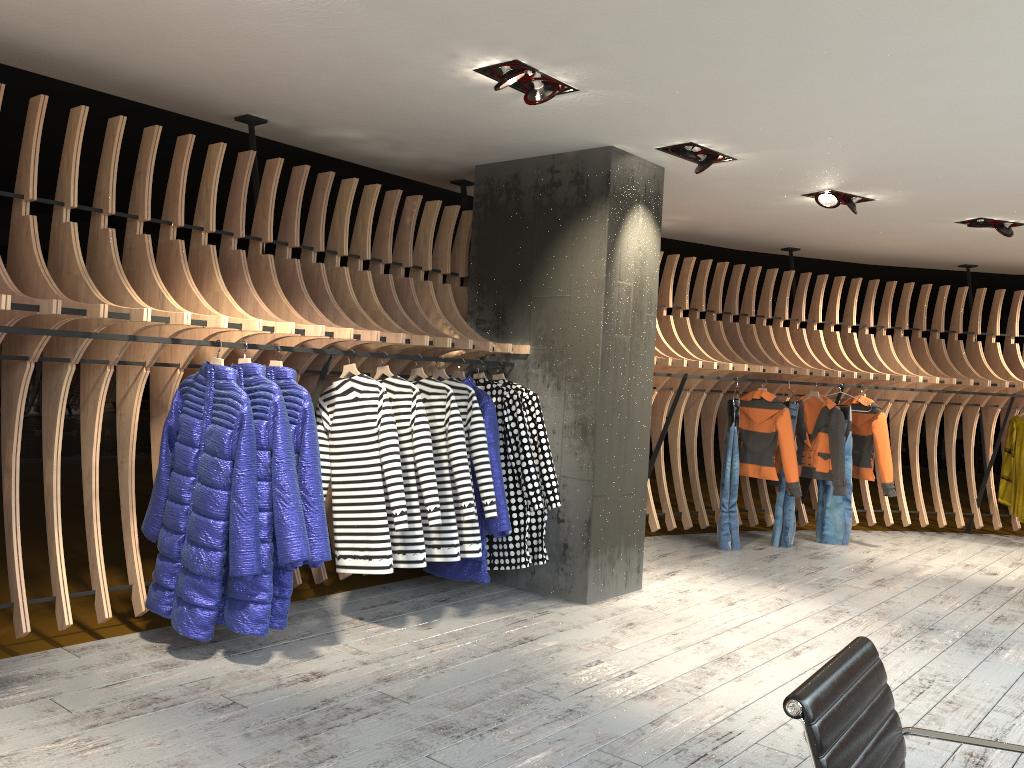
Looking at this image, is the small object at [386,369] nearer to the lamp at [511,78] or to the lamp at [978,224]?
the lamp at [511,78]

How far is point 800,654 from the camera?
4.60m

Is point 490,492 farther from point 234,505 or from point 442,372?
point 234,505

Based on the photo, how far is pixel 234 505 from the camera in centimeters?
392cm

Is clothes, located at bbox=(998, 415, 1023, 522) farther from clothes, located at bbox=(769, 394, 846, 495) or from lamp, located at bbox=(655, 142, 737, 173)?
lamp, located at bbox=(655, 142, 737, 173)

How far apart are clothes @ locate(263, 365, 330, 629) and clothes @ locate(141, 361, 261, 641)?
0.2 meters

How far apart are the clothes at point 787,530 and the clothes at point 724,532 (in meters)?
0.45

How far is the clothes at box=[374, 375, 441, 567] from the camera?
4.6m

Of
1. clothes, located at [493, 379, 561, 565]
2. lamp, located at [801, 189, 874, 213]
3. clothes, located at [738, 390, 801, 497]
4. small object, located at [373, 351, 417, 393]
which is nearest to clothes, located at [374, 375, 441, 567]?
small object, located at [373, 351, 417, 393]

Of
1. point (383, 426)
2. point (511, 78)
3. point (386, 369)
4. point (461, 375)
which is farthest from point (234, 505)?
point (511, 78)
